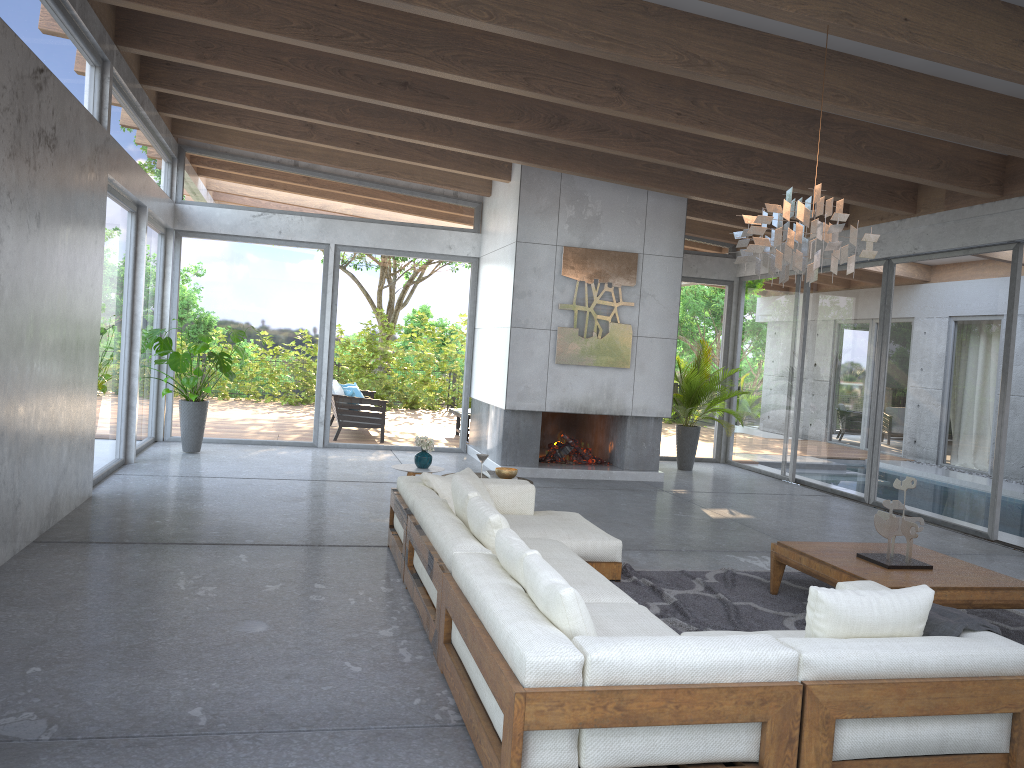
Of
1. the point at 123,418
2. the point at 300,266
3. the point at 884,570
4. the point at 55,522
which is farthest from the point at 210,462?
the point at 884,570

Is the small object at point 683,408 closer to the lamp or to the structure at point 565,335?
the structure at point 565,335

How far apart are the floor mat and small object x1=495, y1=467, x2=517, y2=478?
1.21m

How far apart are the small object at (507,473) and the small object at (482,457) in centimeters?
20cm

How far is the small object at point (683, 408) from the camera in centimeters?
1164cm

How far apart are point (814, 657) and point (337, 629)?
2.4m

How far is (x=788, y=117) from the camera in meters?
7.5 m

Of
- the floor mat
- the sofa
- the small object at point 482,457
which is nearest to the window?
the floor mat

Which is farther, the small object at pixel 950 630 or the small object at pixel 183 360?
the small object at pixel 183 360

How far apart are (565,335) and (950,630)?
7.1 meters
